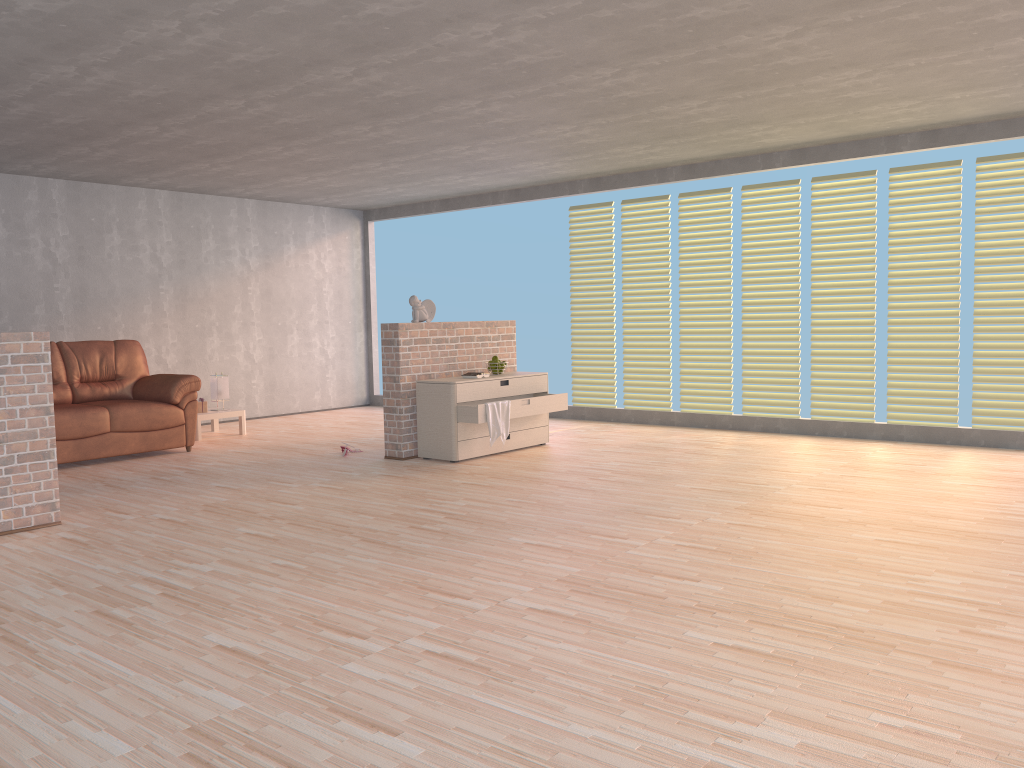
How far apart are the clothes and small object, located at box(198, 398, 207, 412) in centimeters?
337cm

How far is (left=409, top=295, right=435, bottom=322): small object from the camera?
6.99m

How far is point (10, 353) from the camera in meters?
4.6

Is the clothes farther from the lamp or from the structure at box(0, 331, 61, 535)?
the lamp

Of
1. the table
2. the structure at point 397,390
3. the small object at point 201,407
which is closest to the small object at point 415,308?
the structure at point 397,390

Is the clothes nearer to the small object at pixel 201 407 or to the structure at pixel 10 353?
the structure at pixel 10 353

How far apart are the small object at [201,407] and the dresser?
2.78m

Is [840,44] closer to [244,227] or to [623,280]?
[623,280]

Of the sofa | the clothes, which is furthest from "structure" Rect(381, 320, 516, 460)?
the sofa

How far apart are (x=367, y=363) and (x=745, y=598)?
8.5m
